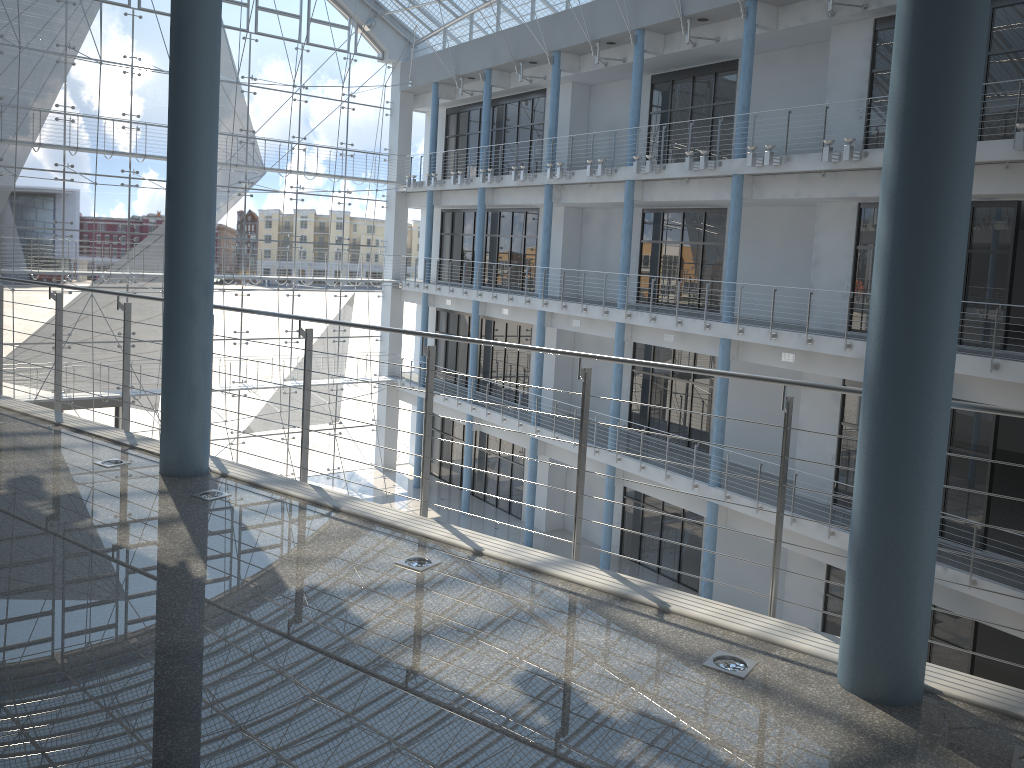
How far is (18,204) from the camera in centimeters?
362cm

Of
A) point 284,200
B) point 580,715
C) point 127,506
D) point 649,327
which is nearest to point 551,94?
point 649,327

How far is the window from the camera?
3.62m
